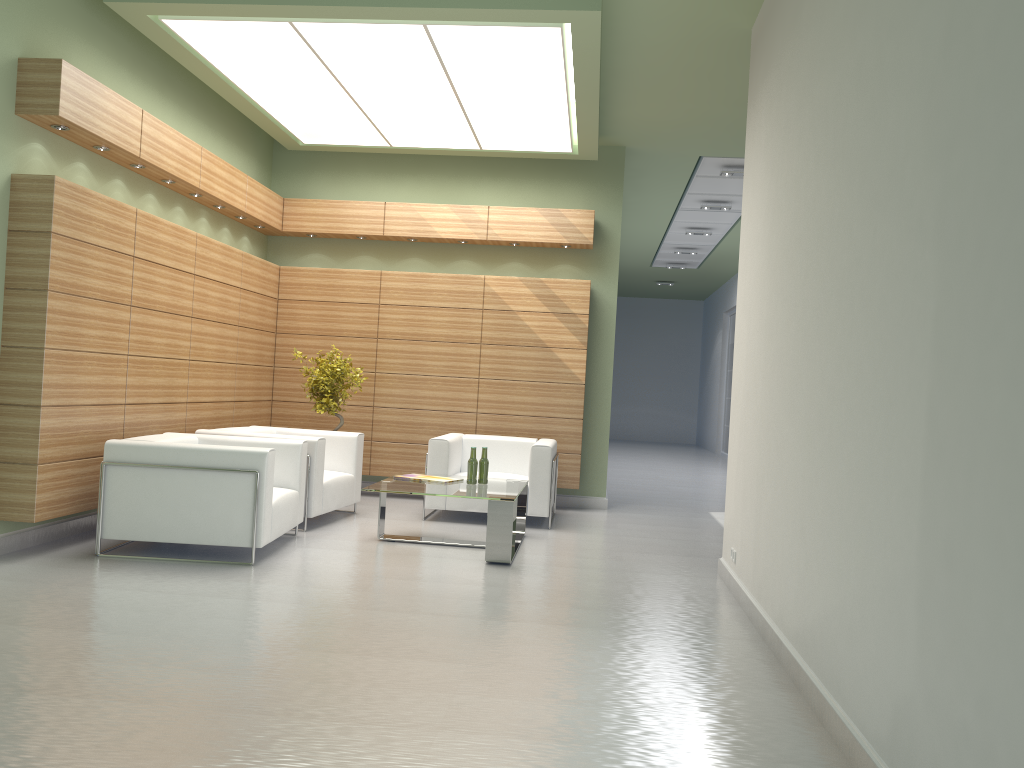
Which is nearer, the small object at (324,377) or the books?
the books

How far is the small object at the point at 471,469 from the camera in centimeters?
1127cm

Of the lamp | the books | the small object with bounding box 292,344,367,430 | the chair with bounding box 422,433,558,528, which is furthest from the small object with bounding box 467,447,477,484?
the lamp

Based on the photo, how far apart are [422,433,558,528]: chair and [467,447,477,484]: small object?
1.66m

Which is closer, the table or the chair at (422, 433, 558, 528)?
the table

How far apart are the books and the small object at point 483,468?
0.5m

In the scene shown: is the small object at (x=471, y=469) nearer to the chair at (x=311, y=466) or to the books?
the books

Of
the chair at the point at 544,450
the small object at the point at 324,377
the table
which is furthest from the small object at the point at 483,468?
the small object at the point at 324,377

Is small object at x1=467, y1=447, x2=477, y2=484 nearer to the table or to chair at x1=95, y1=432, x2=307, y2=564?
the table

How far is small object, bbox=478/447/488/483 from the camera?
11.38m
